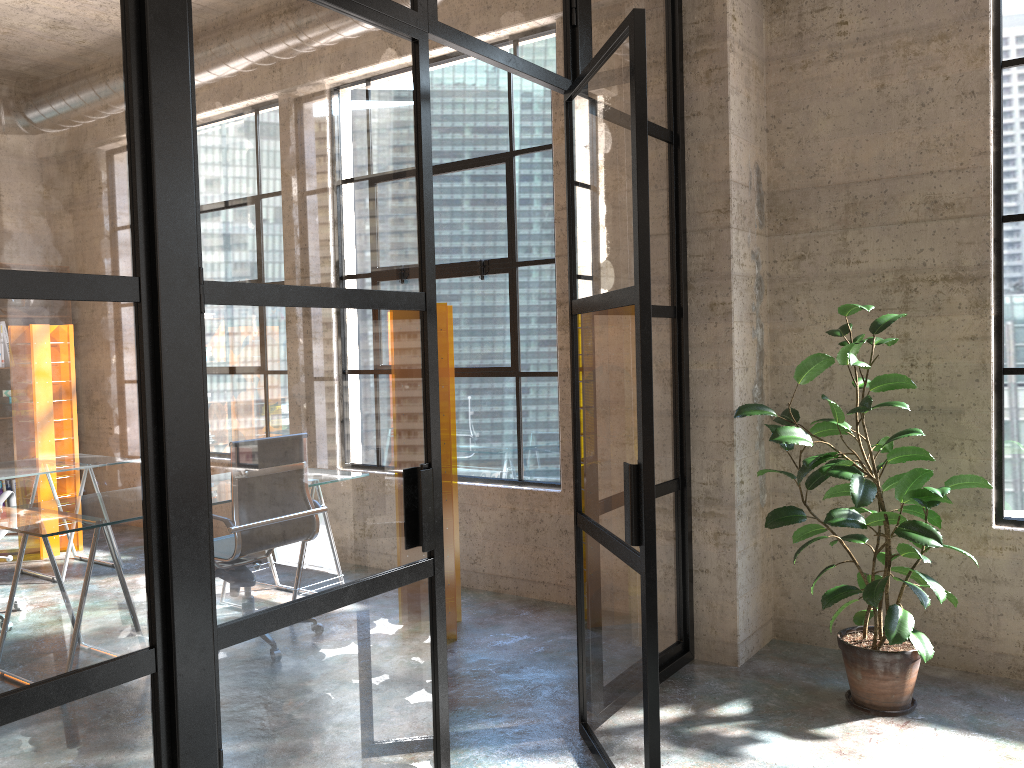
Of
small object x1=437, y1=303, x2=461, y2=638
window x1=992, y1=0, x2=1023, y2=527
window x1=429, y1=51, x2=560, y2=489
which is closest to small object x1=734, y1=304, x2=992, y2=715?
window x1=992, y1=0, x2=1023, y2=527

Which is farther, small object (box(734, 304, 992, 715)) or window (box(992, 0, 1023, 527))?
window (box(992, 0, 1023, 527))

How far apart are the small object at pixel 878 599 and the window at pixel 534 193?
1.5 meters

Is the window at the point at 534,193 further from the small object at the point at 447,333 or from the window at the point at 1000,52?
the window at the point at 1000,52

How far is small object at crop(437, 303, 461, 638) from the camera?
4.3 meters

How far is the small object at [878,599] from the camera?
3.2 meters

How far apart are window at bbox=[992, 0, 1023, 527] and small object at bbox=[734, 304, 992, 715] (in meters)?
0.43

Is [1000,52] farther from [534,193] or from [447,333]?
[447,333]

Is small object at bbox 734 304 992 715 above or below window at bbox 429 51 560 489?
below

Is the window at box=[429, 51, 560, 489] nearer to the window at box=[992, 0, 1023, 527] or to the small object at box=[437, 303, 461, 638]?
the small object at box=[437, 303, 461, 638]
